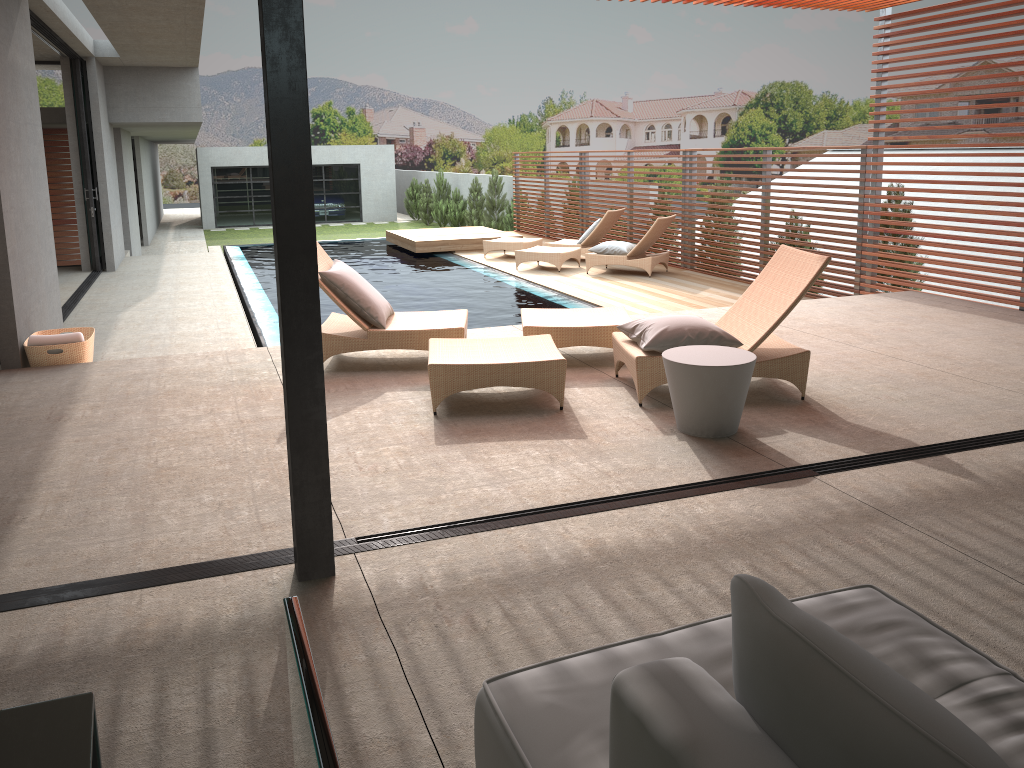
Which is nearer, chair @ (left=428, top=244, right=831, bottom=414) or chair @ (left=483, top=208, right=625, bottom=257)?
chair @ (left=428, top=244, right=831, bottom=414)

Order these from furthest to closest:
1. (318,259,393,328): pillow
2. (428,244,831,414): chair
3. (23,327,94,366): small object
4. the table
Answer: (23,327,94,366): small object < (318,259,393,328): pillow < (428,244,831,414): chair < the table

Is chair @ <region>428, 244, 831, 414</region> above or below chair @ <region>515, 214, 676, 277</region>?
above

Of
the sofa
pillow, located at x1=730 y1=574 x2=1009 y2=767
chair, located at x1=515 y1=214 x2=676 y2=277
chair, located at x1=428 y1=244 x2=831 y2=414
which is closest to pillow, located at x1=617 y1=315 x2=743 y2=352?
chair, located at x1=428 y1=244 x2=831 y2=414

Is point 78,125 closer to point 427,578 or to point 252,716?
point 427,578

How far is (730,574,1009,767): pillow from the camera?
0.9 meters

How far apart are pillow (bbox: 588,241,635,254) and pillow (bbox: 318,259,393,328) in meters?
6.6 m

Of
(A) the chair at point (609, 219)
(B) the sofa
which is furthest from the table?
(A) the chair at point (609, 219)

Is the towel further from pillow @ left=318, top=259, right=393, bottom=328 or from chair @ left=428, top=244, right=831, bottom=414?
chair @ left=428, top=244, right=831, bottom=414

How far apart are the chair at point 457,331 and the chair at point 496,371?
0.26m
